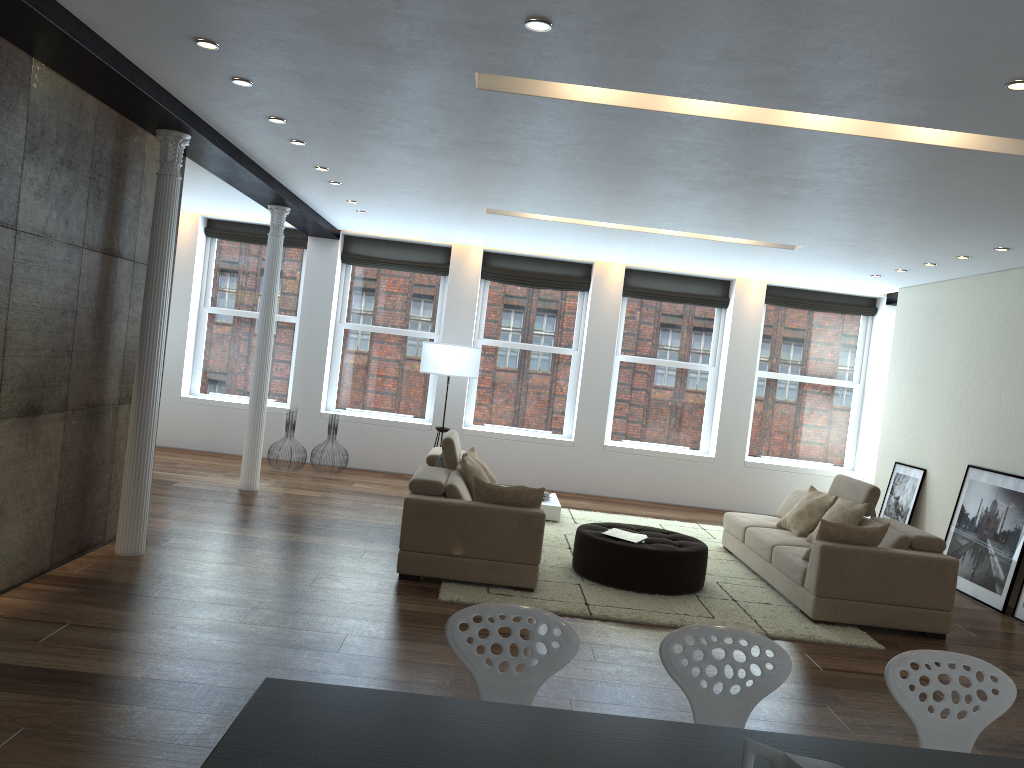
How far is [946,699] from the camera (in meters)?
2.85

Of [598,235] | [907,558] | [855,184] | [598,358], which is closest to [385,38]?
[855,184]

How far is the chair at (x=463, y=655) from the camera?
2.8m

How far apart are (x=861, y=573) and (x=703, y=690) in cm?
391

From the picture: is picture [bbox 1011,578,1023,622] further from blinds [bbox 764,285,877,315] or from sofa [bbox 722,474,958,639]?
blinds [bbox 764,285,877,315]

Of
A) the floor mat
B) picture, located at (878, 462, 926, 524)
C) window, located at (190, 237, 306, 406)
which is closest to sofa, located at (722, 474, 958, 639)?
the floor mat

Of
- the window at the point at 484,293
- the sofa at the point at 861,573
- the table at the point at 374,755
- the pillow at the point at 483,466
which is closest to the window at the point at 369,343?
the window at the point at 484,293

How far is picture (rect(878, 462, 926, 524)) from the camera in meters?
9.4 m

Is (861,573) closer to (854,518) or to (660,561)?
(854,518)

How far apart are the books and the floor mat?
0.4 meters
